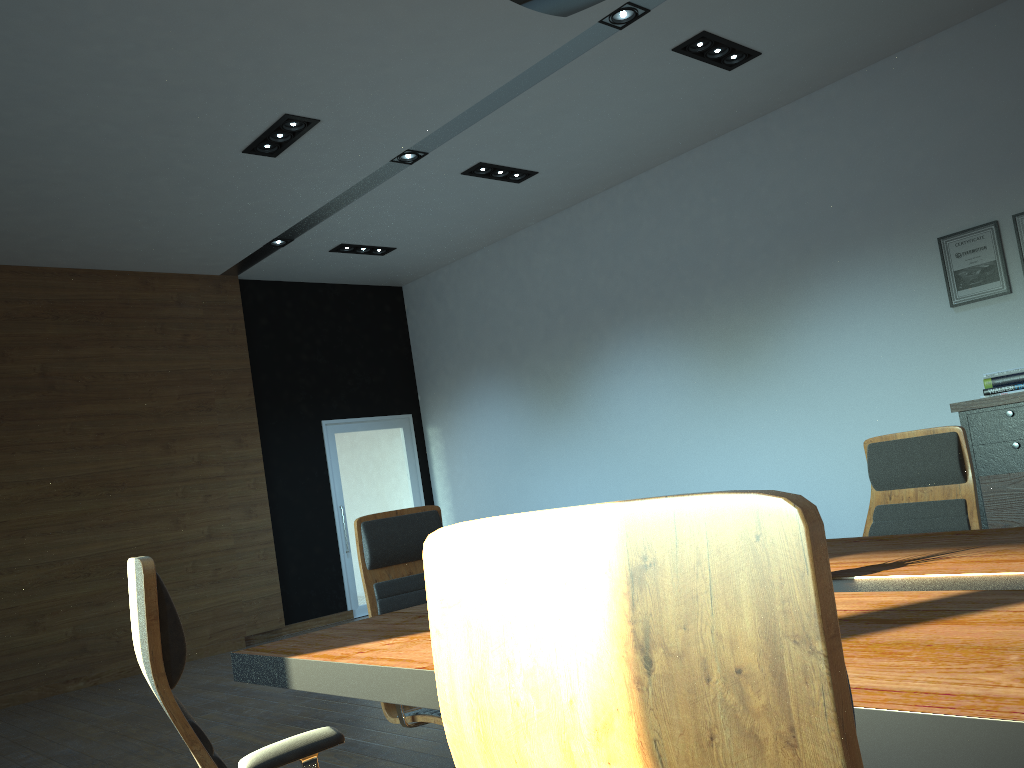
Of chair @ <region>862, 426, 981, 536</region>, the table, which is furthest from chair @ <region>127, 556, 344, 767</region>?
chair @ <region>862, 426, 981, 536</region>

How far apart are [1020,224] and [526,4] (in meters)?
4.37

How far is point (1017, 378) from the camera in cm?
546

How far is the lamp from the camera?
2.7m

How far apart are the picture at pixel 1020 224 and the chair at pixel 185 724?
5.5 meters

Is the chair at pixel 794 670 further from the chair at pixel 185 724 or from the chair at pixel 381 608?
the chair at pixel 381 608

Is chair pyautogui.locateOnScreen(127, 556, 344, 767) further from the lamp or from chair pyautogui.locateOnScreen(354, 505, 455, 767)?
the lamp

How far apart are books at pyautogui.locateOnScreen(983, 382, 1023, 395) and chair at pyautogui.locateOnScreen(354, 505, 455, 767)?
3.9 meters

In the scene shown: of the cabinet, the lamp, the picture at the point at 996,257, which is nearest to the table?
the lamp

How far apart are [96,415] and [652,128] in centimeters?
547cm
